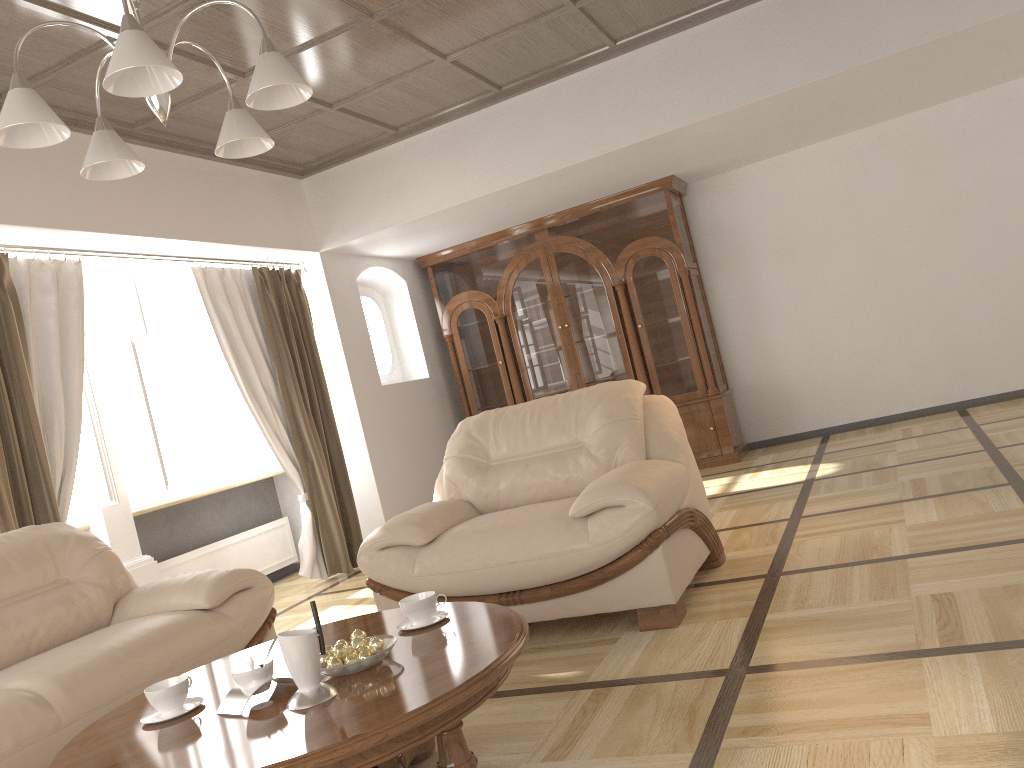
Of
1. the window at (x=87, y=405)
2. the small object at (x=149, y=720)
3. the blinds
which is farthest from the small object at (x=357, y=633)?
the window at (x=87, y=405)

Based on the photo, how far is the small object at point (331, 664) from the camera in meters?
2.1

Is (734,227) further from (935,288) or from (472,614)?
(472,614)

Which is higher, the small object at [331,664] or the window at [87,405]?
the window at [87,405]

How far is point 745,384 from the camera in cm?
743

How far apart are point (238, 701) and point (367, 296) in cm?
565

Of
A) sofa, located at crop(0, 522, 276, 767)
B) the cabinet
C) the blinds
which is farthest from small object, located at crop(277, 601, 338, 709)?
the cabinet

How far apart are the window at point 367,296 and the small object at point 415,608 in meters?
5.0 m

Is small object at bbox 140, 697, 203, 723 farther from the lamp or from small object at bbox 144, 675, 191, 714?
the lamp

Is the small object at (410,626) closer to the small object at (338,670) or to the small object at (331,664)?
the small object at (338,670)
